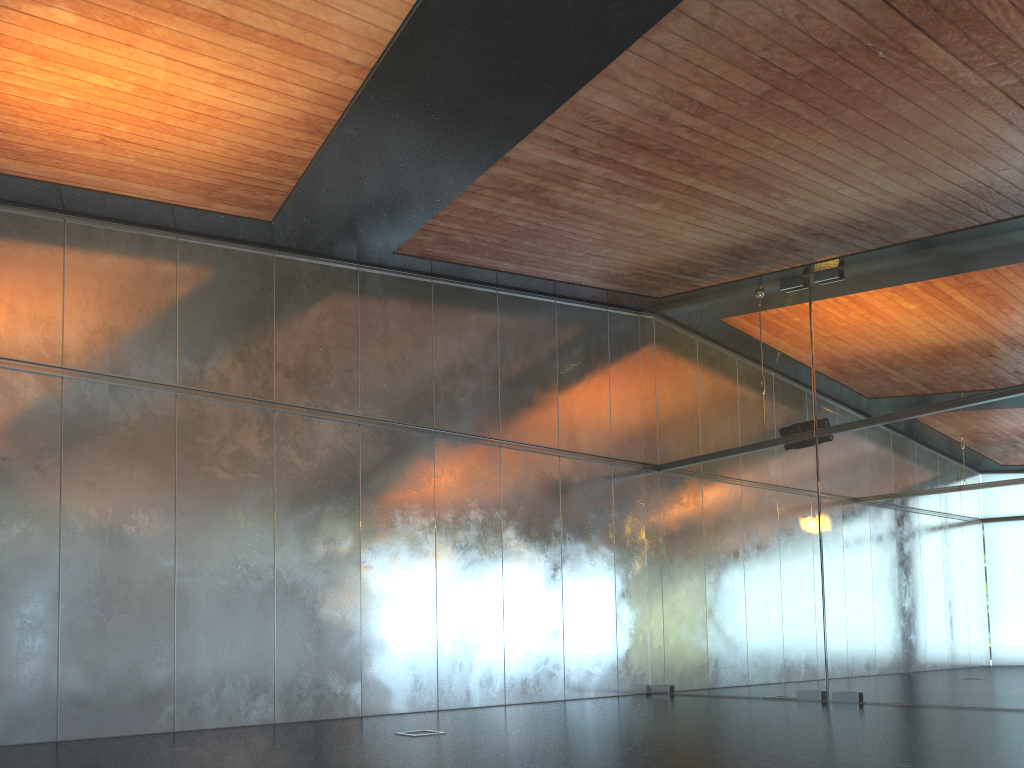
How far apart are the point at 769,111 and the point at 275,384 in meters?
6.8 m
